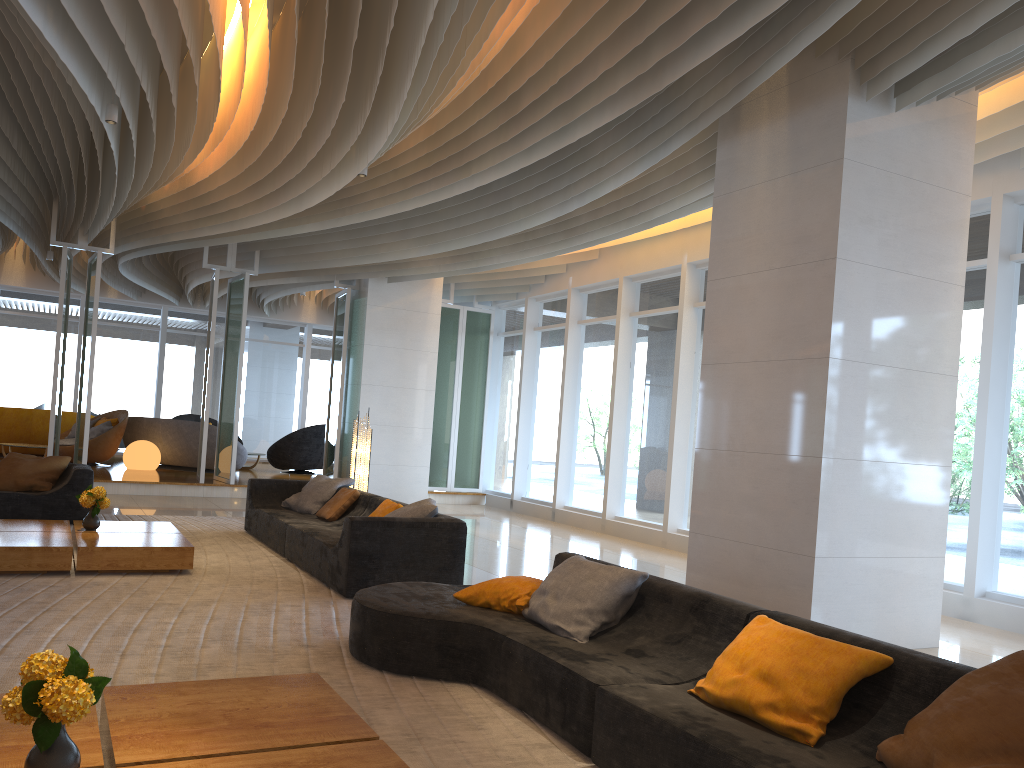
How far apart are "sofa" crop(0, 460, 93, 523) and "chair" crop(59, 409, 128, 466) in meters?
5.7

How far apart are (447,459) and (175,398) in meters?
8.1 m

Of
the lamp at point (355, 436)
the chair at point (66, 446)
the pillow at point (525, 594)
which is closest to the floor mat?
the pillow at point (525, 594)

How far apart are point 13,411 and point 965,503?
15.1 meters

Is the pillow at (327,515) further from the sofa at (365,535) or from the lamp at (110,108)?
the lamp at (110,108)

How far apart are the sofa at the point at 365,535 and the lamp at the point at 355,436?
0.9m

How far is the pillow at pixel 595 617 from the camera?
4.2 meters

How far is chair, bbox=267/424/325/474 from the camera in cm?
1674

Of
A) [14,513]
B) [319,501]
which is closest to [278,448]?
[14,513]

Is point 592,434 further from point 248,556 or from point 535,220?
point 248,556
